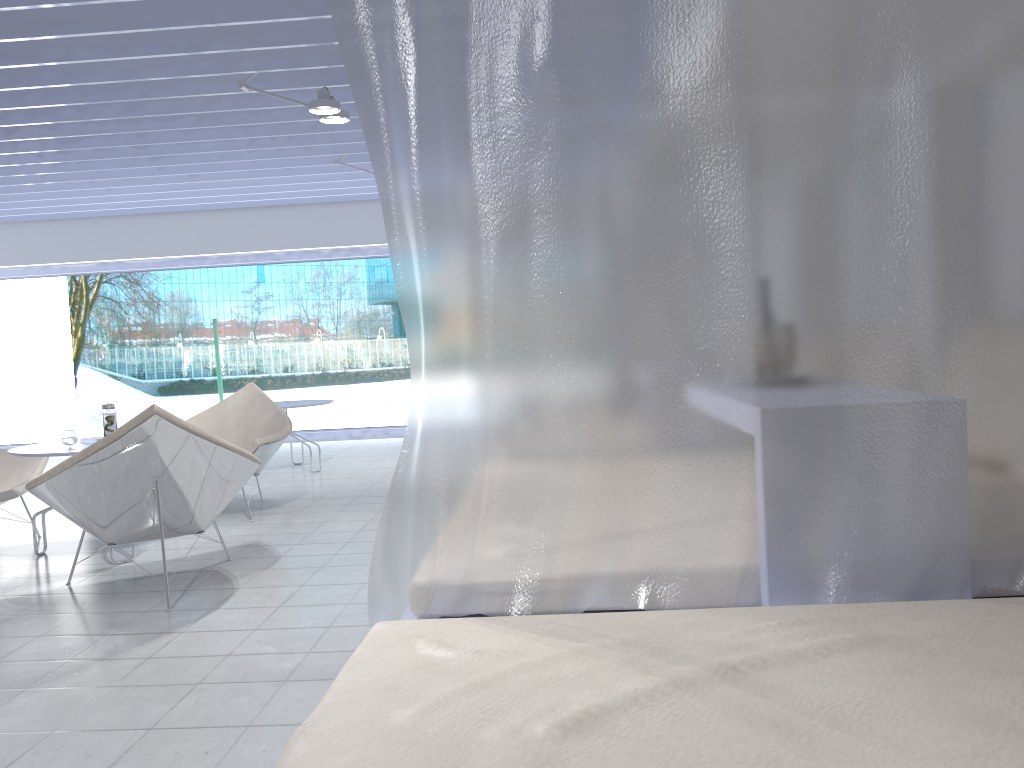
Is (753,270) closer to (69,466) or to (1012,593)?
(1012,593)

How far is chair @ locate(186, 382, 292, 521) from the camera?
5.0m

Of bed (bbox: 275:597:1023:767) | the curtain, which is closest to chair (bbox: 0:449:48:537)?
the curtain

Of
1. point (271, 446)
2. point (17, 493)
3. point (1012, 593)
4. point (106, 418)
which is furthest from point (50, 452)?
point (1012, 593)

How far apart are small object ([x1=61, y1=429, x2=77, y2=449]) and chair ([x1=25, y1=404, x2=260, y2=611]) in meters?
0.7 m

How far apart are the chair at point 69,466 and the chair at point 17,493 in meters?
1.2

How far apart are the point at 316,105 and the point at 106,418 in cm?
196

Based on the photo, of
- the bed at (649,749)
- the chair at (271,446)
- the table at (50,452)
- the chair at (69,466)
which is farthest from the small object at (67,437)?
the bed at (649,749)

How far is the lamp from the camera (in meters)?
4.77

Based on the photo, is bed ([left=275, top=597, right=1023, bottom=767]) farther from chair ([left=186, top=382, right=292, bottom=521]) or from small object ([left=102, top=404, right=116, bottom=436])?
chair ([left=186, top=382, right=292, bottom=521])
